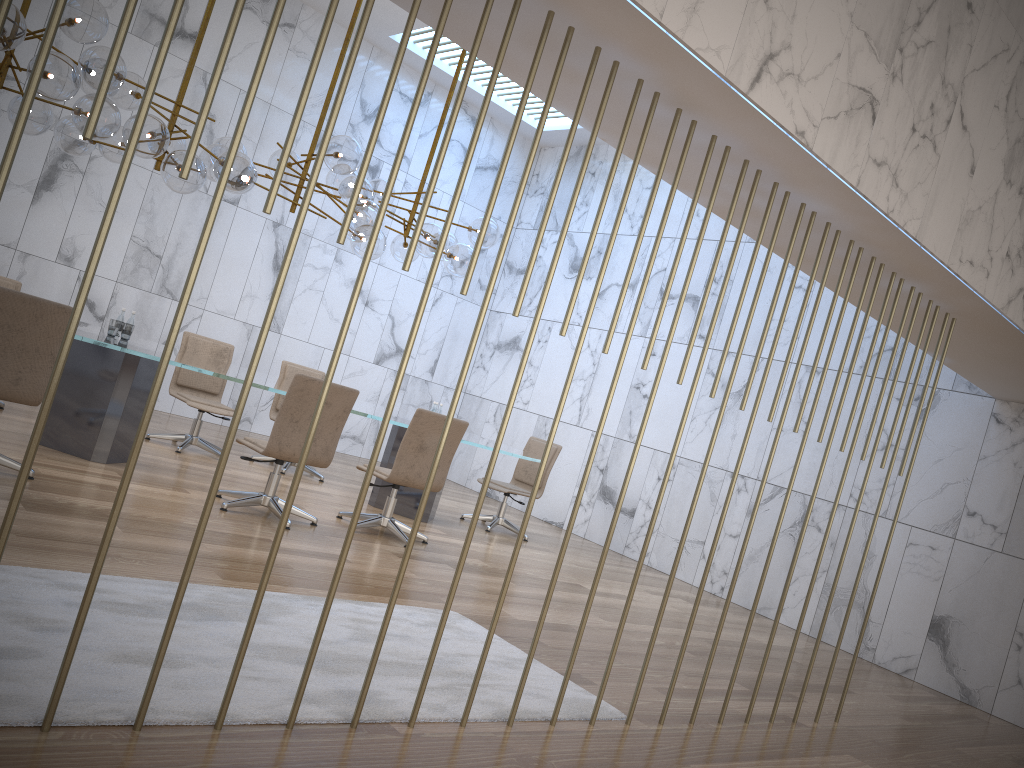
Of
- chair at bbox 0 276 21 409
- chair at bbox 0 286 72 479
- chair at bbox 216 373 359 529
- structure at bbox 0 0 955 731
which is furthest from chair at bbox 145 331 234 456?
structure at bbox 0 0 955 731

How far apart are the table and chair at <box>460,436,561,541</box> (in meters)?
0.61

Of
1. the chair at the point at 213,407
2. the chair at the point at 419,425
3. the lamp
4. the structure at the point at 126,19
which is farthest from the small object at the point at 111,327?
the structure at the point at 126,19

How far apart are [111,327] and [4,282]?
1.5 meters

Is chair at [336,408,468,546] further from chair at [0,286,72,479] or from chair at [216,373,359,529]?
chair at [0,286,72,479]

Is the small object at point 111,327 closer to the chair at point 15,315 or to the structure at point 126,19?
the chair at point 15,315

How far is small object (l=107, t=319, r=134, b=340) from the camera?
6.2 meters

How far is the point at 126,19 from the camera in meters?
2.1

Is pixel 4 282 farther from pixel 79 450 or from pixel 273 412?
pixel 273 412

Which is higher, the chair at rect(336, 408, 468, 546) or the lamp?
the lamp
